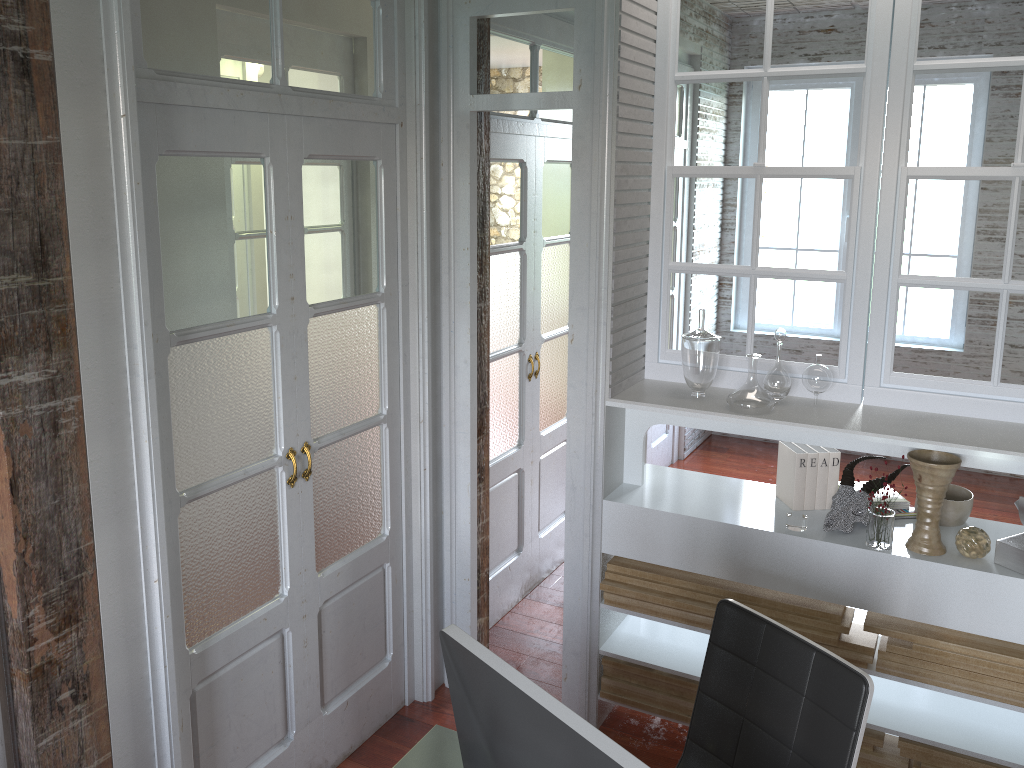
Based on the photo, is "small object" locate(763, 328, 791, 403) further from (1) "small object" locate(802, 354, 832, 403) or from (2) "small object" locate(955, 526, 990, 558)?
(2) "small object" locate(955, 526, 990, 558)

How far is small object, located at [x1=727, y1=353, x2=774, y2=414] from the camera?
2.71m

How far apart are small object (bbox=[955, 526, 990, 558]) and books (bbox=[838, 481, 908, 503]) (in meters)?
0.32

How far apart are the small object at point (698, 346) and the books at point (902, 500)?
0.63m

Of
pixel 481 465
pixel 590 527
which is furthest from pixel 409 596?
pixel 590 527

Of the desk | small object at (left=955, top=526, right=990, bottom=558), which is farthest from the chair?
small object at (left=955, top=526, right=990, bottom=558)

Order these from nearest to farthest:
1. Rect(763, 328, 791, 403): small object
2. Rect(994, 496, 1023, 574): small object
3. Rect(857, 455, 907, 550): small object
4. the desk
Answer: the desk < Rect(994, 496, 1023, 574): small object < Rect(857, 455, 907, 550): small object < Rect(763, 328, 791, 403): small object

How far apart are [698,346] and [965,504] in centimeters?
93cm

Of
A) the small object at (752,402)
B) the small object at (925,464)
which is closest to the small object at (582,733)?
the small object at (752,402)

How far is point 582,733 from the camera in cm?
117
